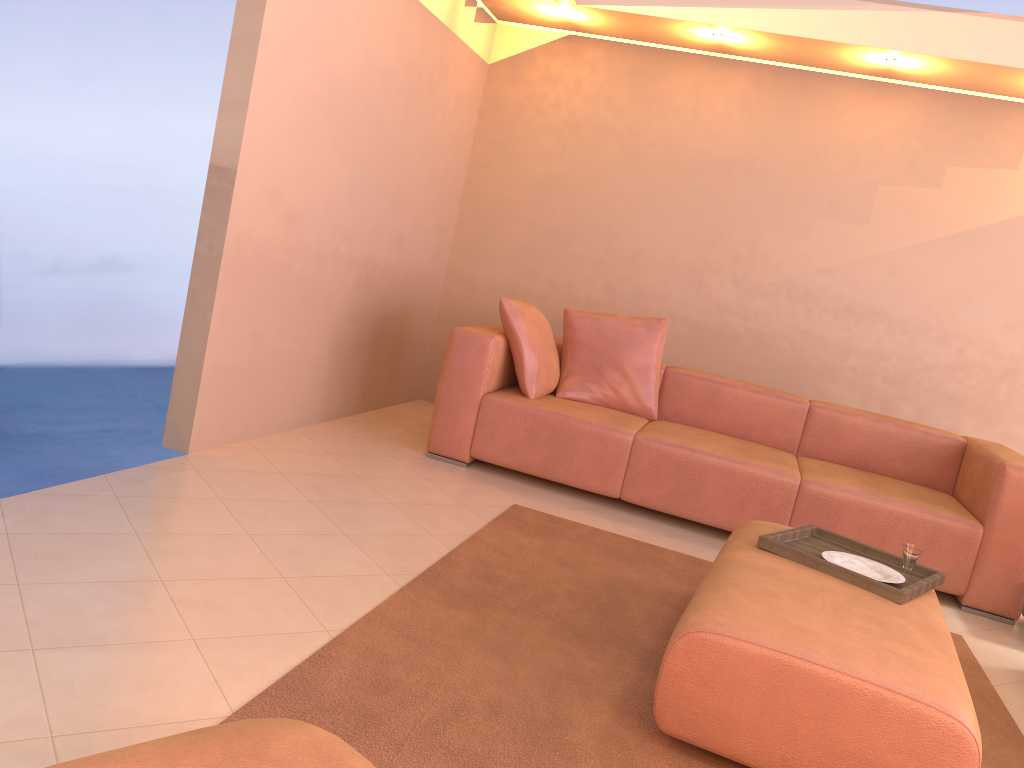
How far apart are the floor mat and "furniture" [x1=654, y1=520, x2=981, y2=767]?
0.1m

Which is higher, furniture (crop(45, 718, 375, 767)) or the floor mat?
furniture (crop(45, 718, 375, 767))

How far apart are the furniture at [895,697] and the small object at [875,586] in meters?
0.0 m

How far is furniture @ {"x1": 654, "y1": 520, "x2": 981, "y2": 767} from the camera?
1.8m

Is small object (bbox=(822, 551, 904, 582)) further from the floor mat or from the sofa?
the sofa

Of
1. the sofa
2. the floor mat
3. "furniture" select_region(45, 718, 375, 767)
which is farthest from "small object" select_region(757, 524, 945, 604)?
"furniture" select_region(45, 718, 375, 767)

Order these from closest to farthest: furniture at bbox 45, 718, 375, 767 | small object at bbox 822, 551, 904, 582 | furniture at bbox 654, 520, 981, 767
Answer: furniture at bbox 45, 718, 375, 767
furniture at bbox 654, 520, 981, 767
small object at bbox 822, 551, 904, 582

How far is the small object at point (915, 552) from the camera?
2.7m

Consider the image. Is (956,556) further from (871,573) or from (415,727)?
(415,727)

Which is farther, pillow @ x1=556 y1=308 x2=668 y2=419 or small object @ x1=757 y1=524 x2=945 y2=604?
pillow @ x1=556 y1=308 x2=668 y2=419
